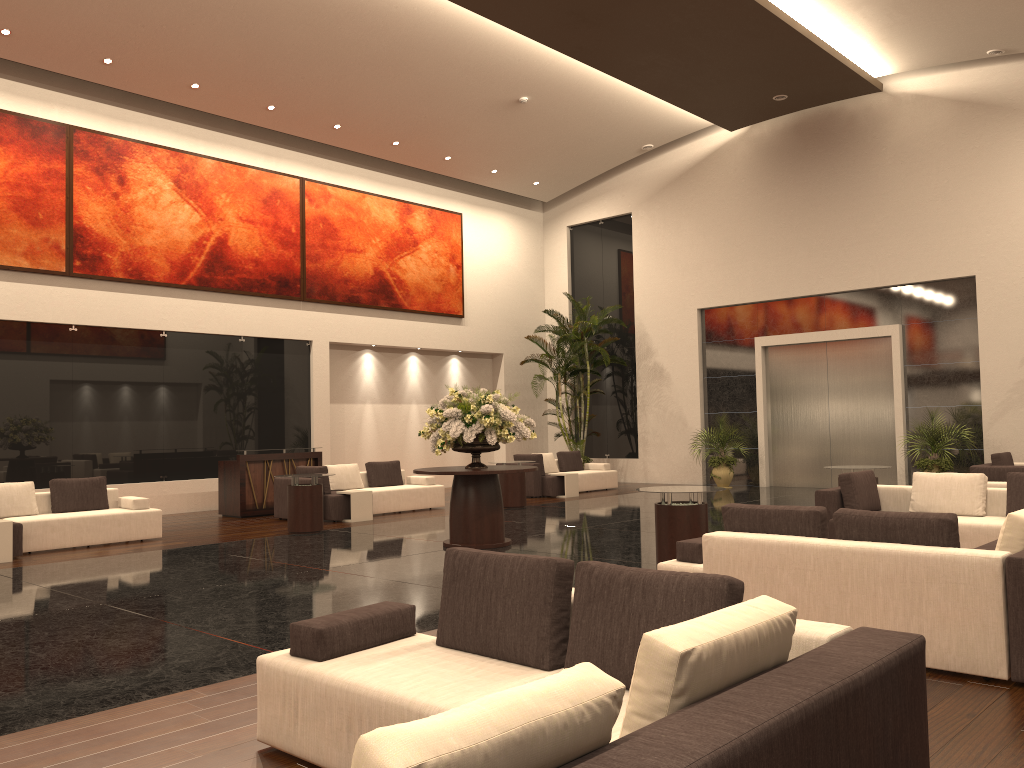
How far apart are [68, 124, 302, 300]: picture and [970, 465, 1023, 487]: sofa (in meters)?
12.53

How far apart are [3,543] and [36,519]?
0.8m

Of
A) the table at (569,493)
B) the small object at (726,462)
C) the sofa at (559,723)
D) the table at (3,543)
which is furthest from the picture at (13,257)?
the small object at (726,462)

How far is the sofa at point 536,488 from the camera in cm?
1748

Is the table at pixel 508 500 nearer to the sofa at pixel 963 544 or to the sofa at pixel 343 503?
the sofa at pixel 343 503

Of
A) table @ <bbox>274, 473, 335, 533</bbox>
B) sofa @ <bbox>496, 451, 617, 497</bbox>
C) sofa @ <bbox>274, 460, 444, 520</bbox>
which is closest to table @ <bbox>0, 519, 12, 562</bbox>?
table @ <bbox>274, 473, 335, 533</bbox>

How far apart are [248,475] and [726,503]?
8.2 meters

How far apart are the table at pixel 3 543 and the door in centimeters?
1459cm

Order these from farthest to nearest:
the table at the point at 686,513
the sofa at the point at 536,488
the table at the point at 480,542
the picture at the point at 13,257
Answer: the sofa at the point at 536,488 < the picture at the point at 13,257 < the table at the point at 480,542 < the table at the point at 686,513

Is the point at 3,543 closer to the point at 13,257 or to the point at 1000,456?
the point at 13,257
